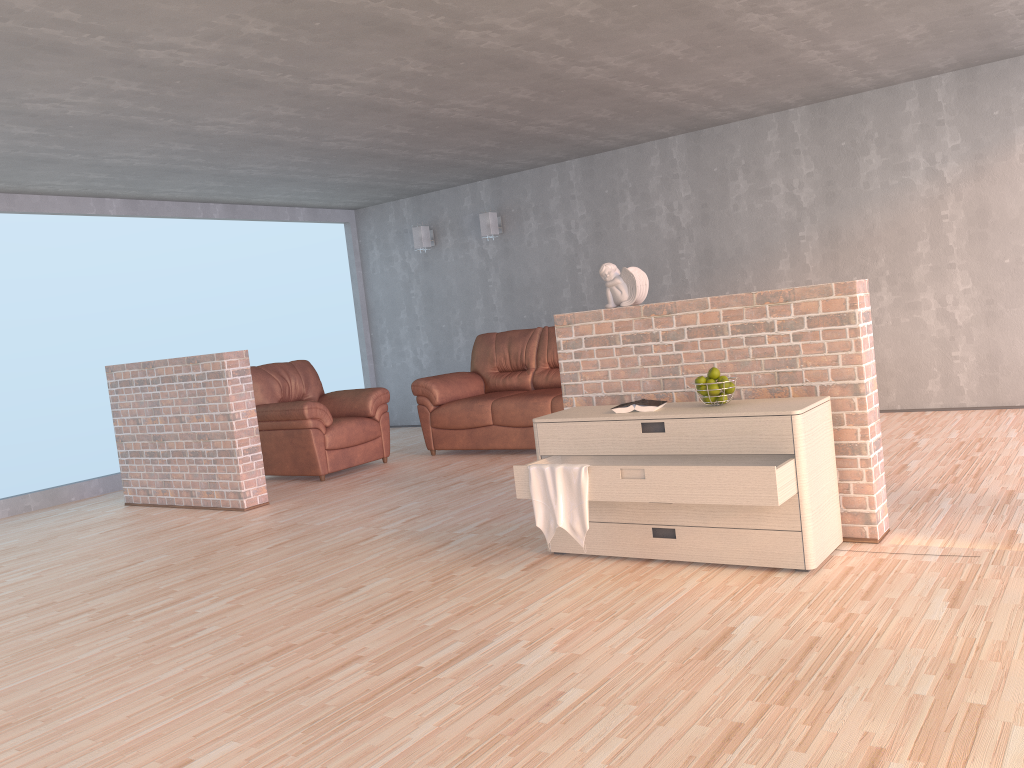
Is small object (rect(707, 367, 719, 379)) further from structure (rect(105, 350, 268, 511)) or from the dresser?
structure (rect(105, 350, 268, 511))

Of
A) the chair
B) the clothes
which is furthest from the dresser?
the chair

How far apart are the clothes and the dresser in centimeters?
3cm

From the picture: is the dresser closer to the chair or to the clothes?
the clothes

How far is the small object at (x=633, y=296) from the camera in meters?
4.1 m

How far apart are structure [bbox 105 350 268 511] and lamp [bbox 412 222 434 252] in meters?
3.6 m

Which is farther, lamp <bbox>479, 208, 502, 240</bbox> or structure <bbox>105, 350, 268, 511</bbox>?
lamp <bbox>479, 208, 502, 240</bbox>

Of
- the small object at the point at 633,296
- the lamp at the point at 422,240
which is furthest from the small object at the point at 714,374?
the lamp at the point at 422,240

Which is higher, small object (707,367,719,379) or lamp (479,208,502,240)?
lamp (479,208,502,240)

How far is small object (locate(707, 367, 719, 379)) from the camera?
3.6m
